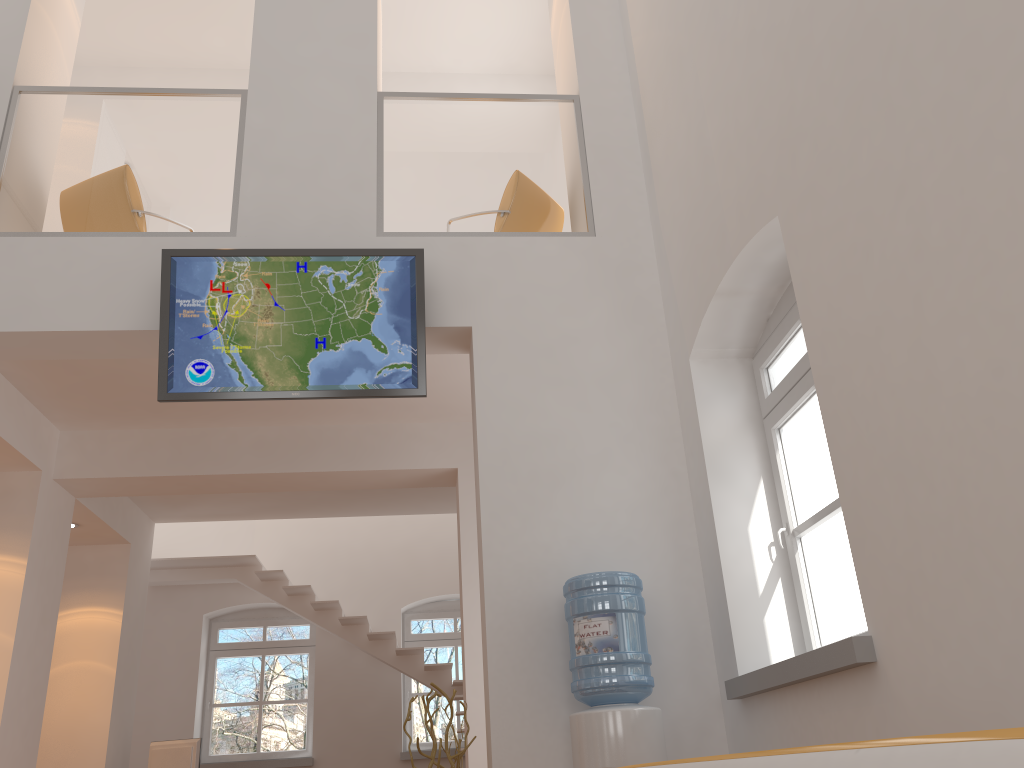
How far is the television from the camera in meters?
4.7 m

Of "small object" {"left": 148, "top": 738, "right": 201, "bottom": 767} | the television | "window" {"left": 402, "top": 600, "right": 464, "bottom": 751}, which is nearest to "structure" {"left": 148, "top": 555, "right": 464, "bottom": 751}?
"window" {"left": 402, "top": 600, "right": 464, "bottom": 751}

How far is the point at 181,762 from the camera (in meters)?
8.01

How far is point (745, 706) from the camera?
3.96m

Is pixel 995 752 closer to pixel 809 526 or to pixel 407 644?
pixel 809 526

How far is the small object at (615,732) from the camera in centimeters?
375cm

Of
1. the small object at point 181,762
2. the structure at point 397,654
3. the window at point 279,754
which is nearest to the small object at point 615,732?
the structure at point 397,654

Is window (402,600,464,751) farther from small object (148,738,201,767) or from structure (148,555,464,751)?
small object (148,738,201,767)

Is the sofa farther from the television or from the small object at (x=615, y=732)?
the television

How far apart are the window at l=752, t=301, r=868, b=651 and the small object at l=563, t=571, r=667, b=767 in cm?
75
